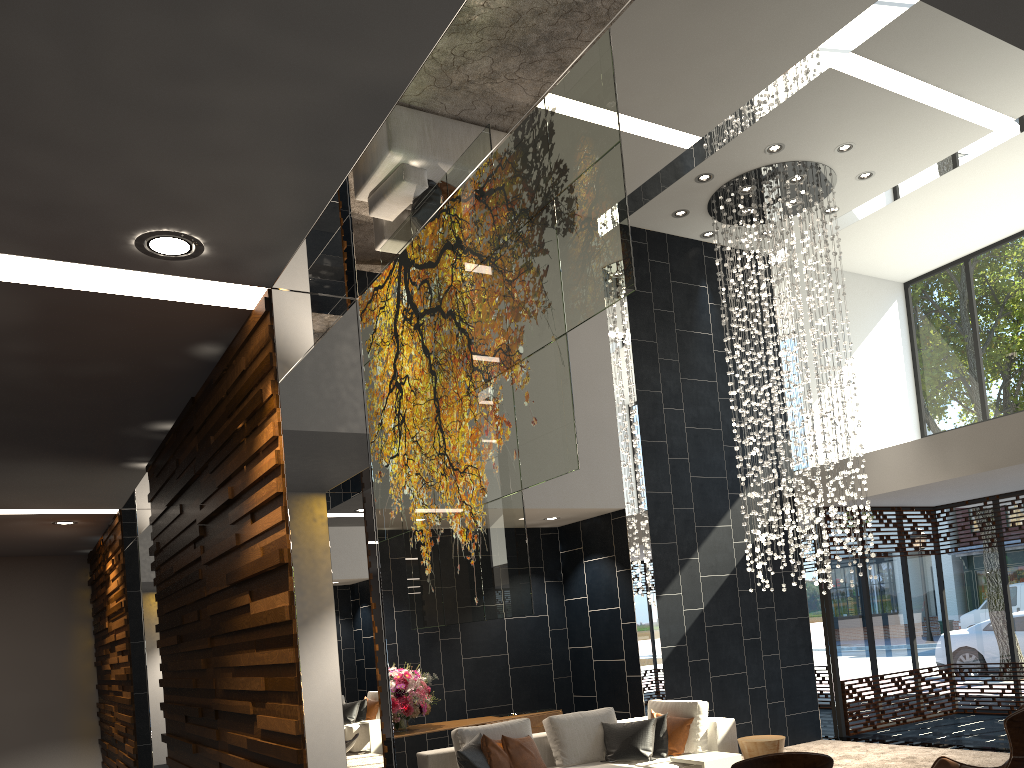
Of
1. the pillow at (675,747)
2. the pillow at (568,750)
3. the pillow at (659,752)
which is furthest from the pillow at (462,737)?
the pillow at (675,747)

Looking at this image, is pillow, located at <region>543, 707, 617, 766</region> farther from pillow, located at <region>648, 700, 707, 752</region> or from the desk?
the desk

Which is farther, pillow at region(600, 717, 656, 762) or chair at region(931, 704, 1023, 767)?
pillow at region(600, 717, 656, 762)

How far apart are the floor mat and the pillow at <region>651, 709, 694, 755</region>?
2.1m

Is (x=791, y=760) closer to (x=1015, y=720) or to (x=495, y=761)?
(x=1015, y=720)

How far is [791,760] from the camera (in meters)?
3.74

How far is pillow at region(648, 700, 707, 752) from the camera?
6.95m

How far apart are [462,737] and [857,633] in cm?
603

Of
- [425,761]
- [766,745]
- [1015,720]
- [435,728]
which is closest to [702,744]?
[766,745]

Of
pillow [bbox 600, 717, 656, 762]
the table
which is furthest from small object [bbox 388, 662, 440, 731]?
the table
